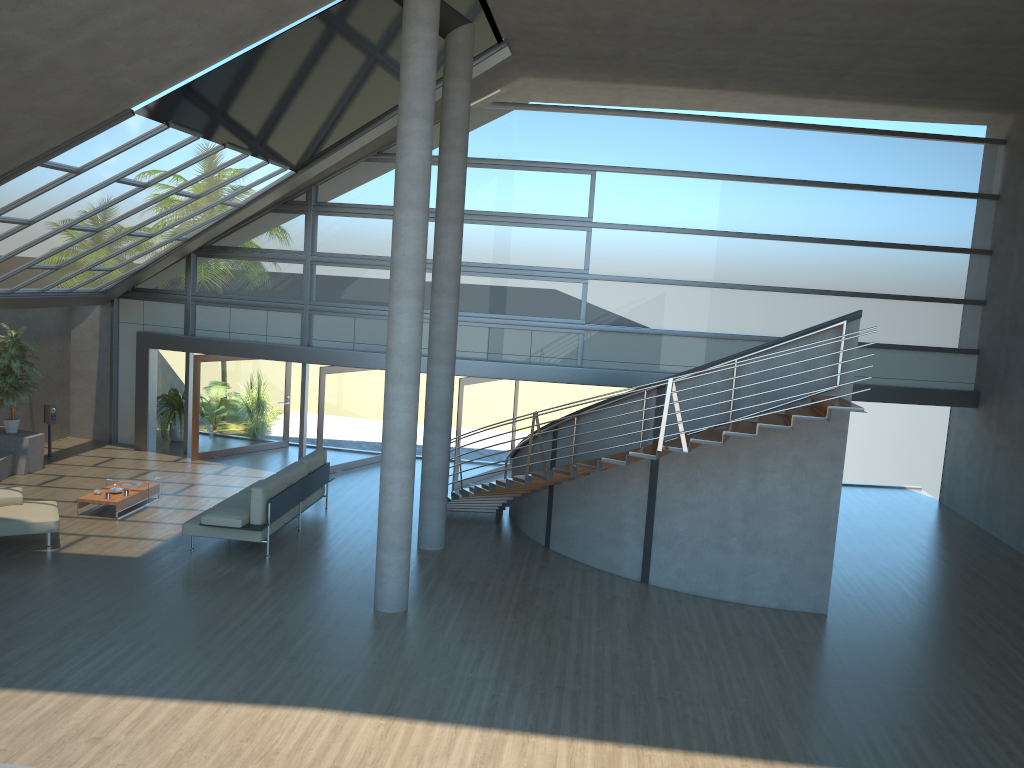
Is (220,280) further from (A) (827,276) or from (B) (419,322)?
(A) (827,276)

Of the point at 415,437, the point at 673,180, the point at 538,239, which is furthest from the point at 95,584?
the point at 673,180

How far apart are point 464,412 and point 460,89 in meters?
6.0

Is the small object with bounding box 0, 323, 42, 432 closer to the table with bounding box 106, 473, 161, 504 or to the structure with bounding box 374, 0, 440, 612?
the table with bounding box 106, 473, 161, 504

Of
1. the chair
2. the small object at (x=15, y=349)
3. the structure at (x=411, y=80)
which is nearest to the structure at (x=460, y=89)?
the structure at (x=411, y=80)

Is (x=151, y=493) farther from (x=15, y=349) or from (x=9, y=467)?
(x=15, y=349)

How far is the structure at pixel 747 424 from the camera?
10.1m

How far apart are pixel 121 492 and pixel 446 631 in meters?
6.3 m

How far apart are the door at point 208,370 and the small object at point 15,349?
2.7 meters

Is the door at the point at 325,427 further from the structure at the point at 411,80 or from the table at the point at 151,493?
the structure at the point at 411,80
